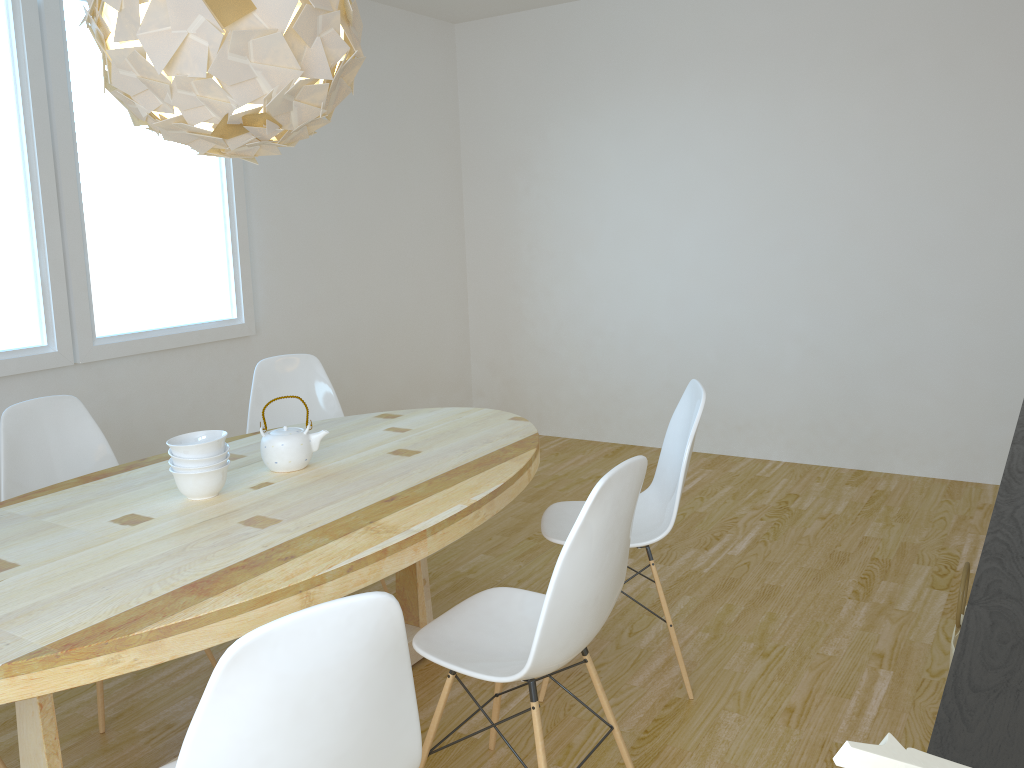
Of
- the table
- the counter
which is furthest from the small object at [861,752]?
the table

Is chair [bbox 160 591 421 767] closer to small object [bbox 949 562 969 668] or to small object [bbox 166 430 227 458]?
small object [bbox 166 430 227 458]

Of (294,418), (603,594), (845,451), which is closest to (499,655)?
(603,594)

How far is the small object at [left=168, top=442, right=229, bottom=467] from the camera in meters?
2.2

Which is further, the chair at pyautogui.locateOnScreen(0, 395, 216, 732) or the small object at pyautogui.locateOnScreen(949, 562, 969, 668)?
the chair at pyautogui.locateOnScreen(0, 395, 216, 732)

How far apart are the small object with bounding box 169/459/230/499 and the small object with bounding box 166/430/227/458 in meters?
0.0

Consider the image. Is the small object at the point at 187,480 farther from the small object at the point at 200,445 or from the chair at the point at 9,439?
the chair at the point at 9,439

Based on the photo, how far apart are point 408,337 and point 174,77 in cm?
361

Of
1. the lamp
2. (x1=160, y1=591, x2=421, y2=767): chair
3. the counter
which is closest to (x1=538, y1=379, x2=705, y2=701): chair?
the counter

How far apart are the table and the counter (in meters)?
1.16
